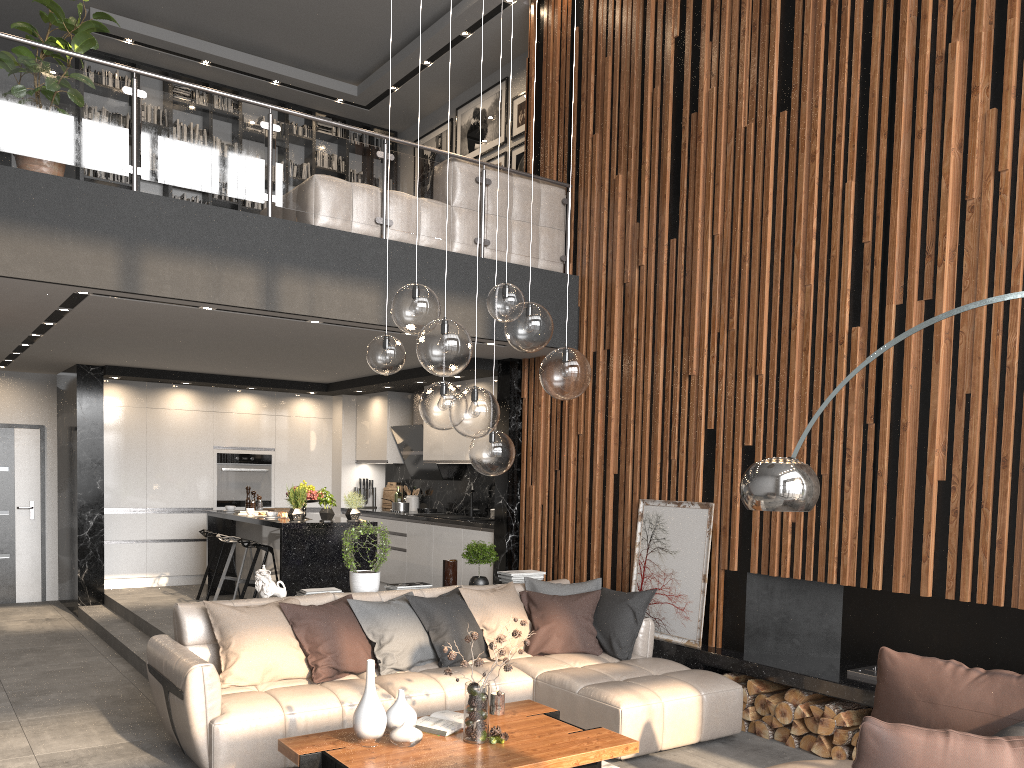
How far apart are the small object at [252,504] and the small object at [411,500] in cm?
179

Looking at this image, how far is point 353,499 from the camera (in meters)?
7.90

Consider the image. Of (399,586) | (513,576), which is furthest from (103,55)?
(513,576)

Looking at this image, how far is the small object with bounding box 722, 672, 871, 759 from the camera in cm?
486

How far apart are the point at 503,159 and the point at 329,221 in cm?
352

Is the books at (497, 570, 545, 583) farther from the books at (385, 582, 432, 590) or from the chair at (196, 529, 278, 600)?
the chair at (196, 529, 278, 600)

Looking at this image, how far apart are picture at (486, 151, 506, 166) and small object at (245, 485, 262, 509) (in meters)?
4.41

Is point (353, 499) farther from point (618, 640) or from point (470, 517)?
point (618, 640)

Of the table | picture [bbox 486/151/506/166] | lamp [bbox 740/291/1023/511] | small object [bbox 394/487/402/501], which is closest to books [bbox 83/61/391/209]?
picture [bbox 486/151/506/166]

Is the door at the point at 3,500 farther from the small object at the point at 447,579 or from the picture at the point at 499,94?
the small object at the point at 447,579
